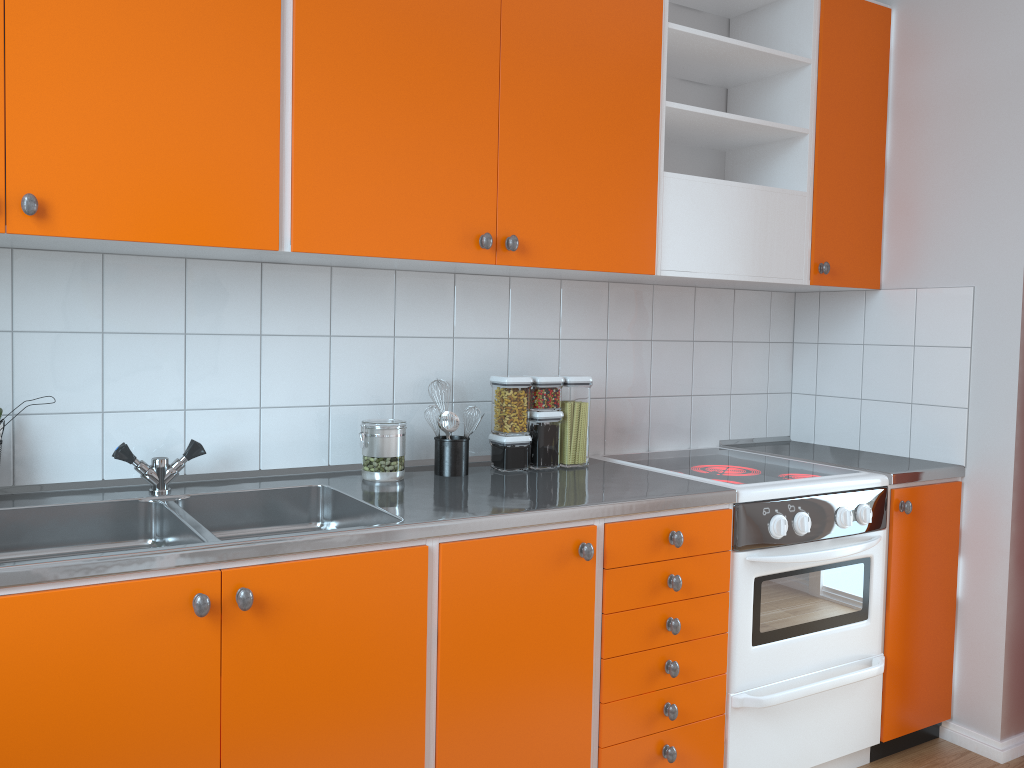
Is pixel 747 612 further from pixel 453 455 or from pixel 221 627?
pixel 221 627

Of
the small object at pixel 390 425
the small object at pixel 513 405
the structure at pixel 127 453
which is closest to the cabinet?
the small object at pixel 513 405

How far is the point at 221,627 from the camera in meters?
1.6

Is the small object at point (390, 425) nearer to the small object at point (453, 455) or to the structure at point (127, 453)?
the small object at point (453, 455)

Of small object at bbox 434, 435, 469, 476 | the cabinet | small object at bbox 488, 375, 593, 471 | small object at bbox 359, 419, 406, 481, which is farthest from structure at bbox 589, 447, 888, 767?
small object at bbox 359, 419, 406, 481

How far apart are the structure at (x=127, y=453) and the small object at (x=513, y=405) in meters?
0.8

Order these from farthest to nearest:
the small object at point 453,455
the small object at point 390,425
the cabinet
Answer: the small object at point 453,455 < the small object at point 390,425 < the cabinet

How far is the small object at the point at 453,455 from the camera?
2.3 meters

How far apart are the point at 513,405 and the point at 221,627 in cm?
106

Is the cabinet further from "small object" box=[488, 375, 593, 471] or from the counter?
"small object" box=[488, 375, 593, 471]
